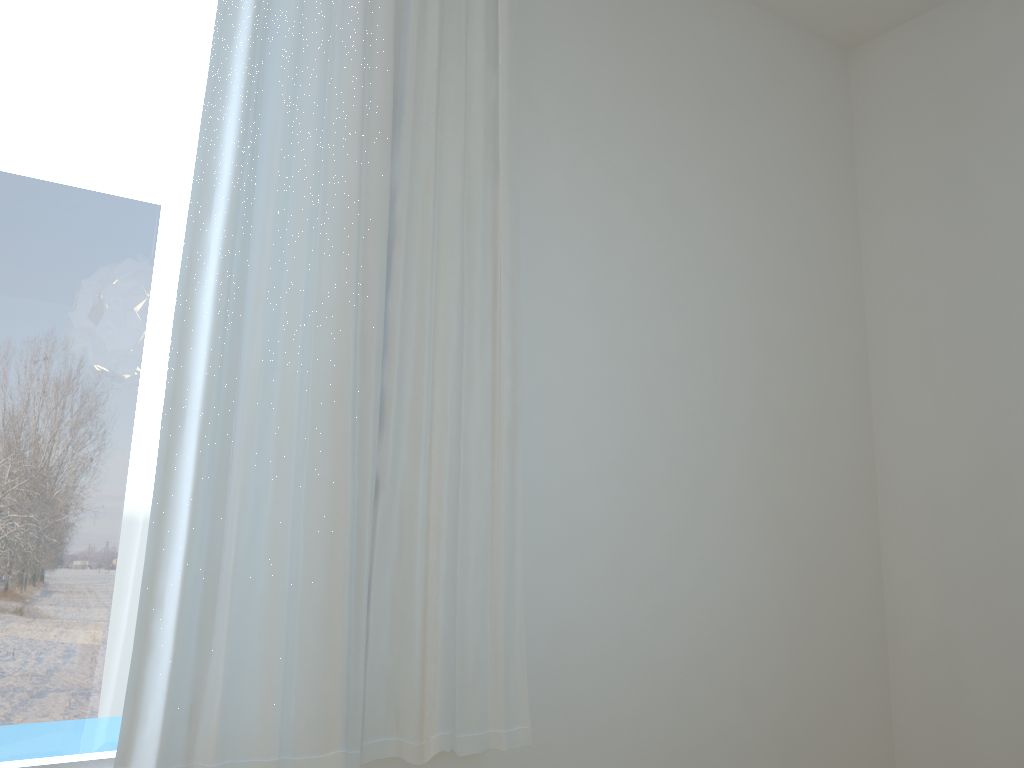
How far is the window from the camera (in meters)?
1.55

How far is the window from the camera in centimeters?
155cm

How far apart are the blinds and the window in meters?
0.1

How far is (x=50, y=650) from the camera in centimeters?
155cm

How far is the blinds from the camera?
1.5m
